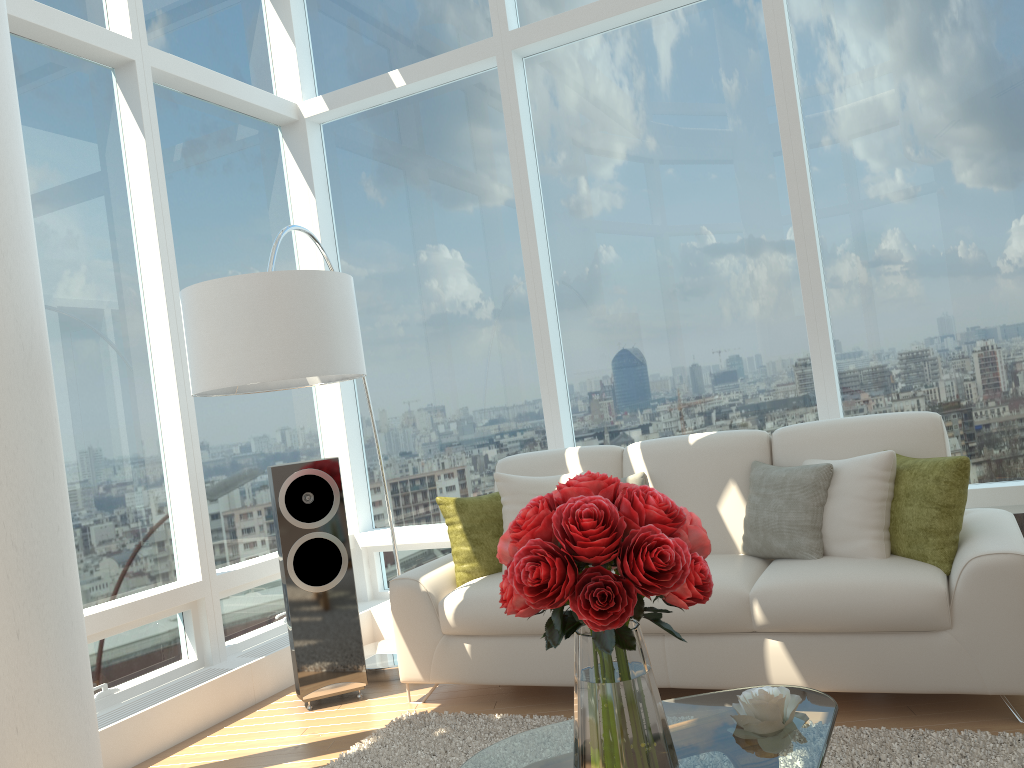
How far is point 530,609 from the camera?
1.9m

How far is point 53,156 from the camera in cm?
417

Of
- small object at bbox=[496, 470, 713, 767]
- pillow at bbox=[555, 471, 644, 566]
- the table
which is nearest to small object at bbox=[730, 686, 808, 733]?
the table

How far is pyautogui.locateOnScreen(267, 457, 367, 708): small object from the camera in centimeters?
416cm

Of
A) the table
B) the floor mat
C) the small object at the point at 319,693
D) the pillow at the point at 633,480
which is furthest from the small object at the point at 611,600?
the small object at the point at 319,693

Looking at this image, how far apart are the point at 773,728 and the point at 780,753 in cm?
13

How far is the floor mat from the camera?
2.75m

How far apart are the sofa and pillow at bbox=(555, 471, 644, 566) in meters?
0.0 m

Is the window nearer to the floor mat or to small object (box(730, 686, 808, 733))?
the floor mat

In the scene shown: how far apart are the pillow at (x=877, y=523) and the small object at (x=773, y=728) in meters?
1.3
